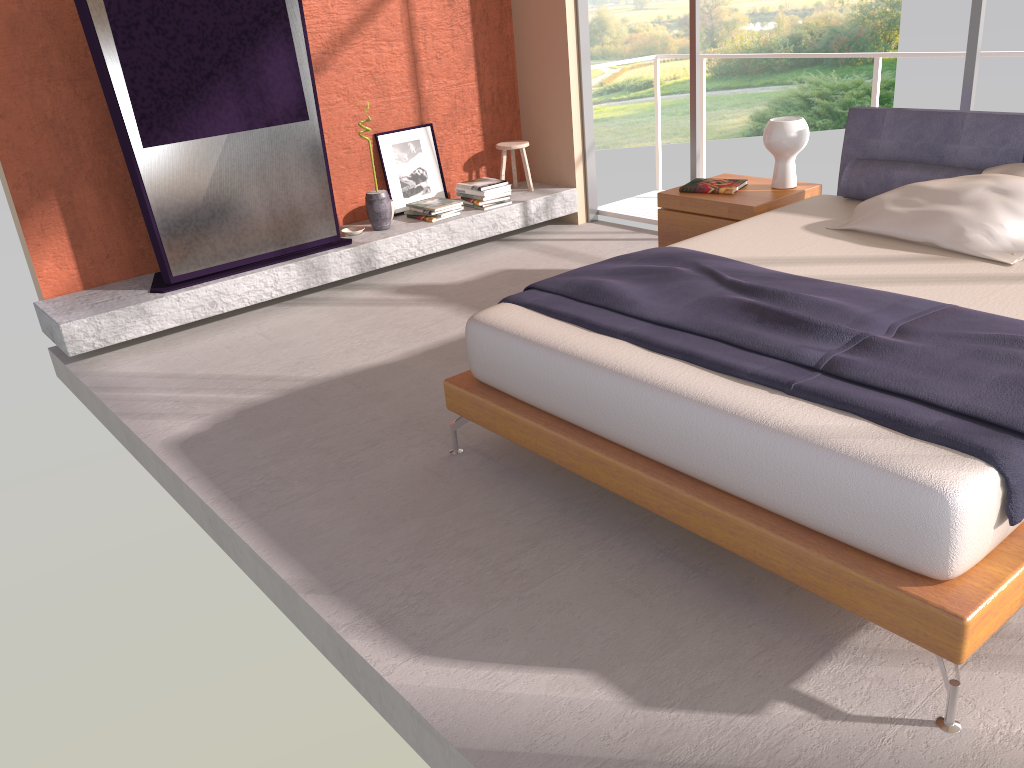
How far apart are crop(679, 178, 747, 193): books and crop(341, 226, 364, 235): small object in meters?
2.1 m

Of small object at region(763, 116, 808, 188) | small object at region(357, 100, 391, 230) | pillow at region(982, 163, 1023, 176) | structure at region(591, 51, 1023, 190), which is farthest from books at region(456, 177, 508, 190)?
pillow at region(982, 163, 1023, 176)

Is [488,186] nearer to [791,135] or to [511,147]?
[511,147]

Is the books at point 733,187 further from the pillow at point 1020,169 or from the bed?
the pillow at point 1020,169

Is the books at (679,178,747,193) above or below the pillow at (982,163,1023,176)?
below

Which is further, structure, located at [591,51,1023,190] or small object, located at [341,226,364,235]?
small object, located at [341,226,364,235]

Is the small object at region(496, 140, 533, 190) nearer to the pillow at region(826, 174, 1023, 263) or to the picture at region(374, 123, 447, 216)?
the picture at region(374, 123, 447, 216)

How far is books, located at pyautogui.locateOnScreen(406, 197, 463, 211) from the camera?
5.8 meters

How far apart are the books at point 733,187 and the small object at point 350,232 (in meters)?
2.13

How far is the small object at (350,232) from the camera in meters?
5.6 m
